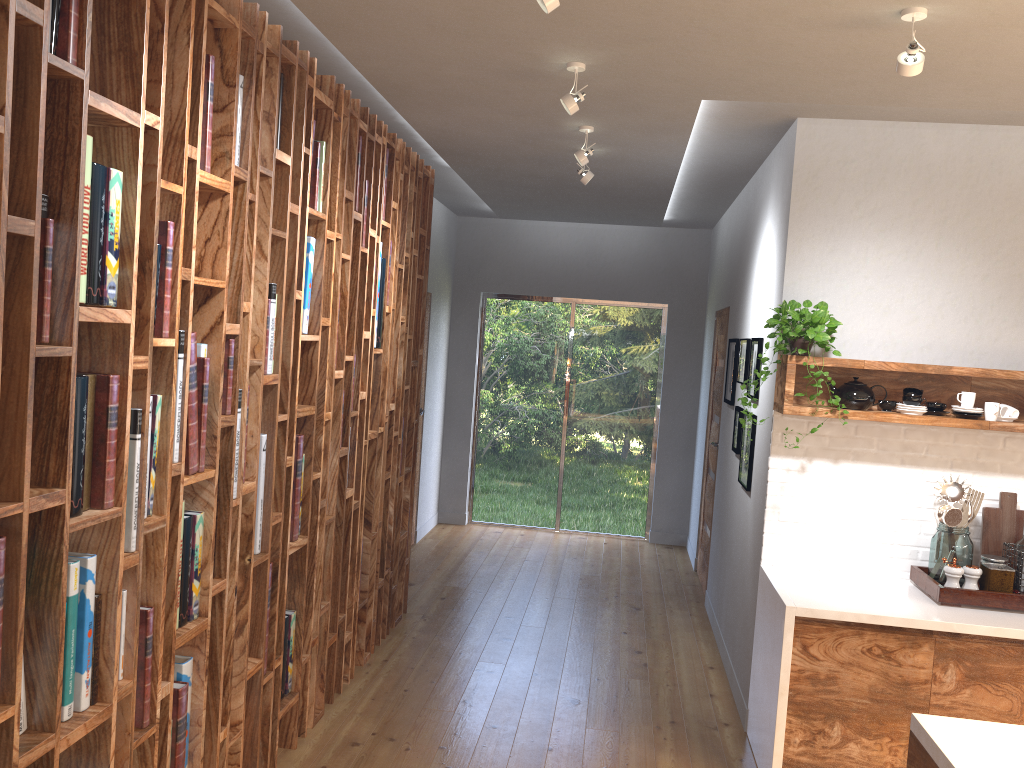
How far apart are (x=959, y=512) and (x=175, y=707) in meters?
3.1 m

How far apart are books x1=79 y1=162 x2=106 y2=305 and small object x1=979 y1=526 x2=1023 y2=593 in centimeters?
340cm

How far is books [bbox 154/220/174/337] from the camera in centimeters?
235cm

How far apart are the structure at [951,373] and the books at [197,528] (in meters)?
2.38

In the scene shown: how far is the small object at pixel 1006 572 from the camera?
3.56m

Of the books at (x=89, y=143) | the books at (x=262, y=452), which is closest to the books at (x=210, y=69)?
the books at (x=89, y=143)

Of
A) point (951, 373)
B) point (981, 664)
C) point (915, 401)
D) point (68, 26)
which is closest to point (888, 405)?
point (915, 401)

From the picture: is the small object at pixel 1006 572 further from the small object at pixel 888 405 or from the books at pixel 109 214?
the books at pixel 109 214

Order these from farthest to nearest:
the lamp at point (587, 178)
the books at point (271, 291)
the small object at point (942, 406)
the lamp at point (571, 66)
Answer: the lamp at point (587, 178) → the small object at point (942, 406) → the lamp at point (571, 66) → the books at point (271, 291)

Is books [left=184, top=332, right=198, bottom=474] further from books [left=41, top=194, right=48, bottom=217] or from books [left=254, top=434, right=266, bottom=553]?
books [left=41, top=194, right=48, bottom=217]
